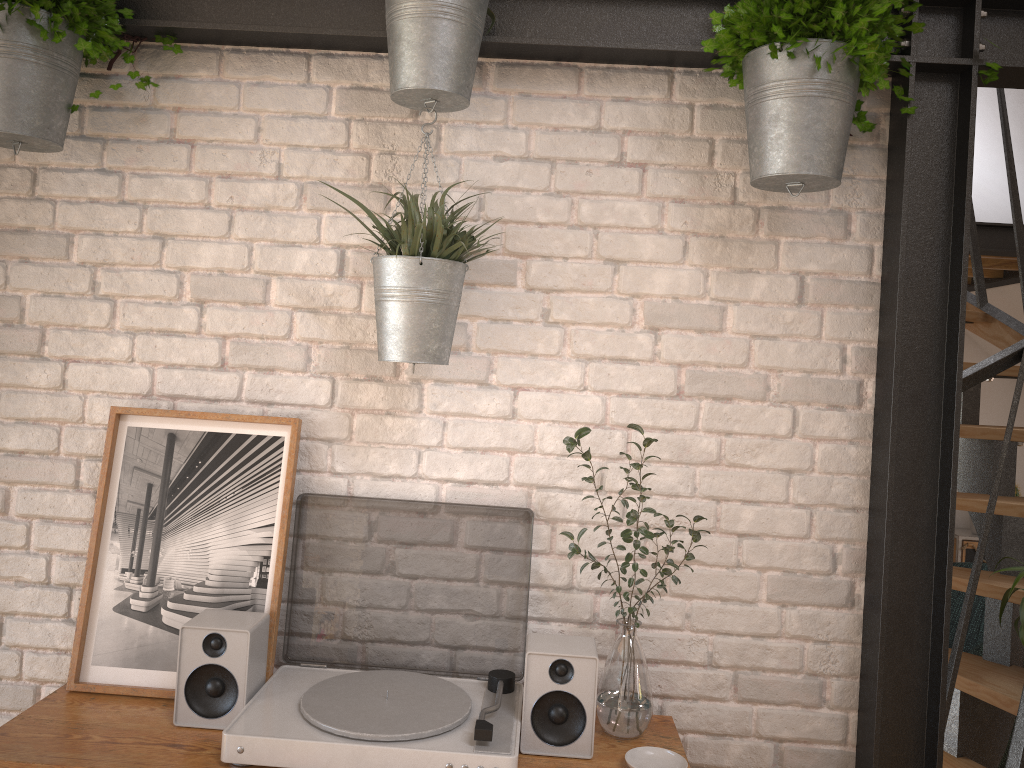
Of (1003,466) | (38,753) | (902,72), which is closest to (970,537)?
(1003,466)

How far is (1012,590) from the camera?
2.4 meters

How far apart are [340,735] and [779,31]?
1.5 meters

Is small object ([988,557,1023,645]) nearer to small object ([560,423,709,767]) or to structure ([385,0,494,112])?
small object ([560,423,709,767])

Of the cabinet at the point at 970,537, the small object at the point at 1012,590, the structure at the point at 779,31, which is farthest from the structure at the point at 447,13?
the cabinet at the point at 970,537

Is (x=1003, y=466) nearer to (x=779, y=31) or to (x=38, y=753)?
(x=779, y=31)

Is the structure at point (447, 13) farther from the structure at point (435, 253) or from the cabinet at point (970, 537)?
the cabinet at point (970, 537)

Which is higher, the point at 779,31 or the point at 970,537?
the point at 779,31

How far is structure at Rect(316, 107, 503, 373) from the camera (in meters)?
1.67

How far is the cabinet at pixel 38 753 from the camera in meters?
1.5
